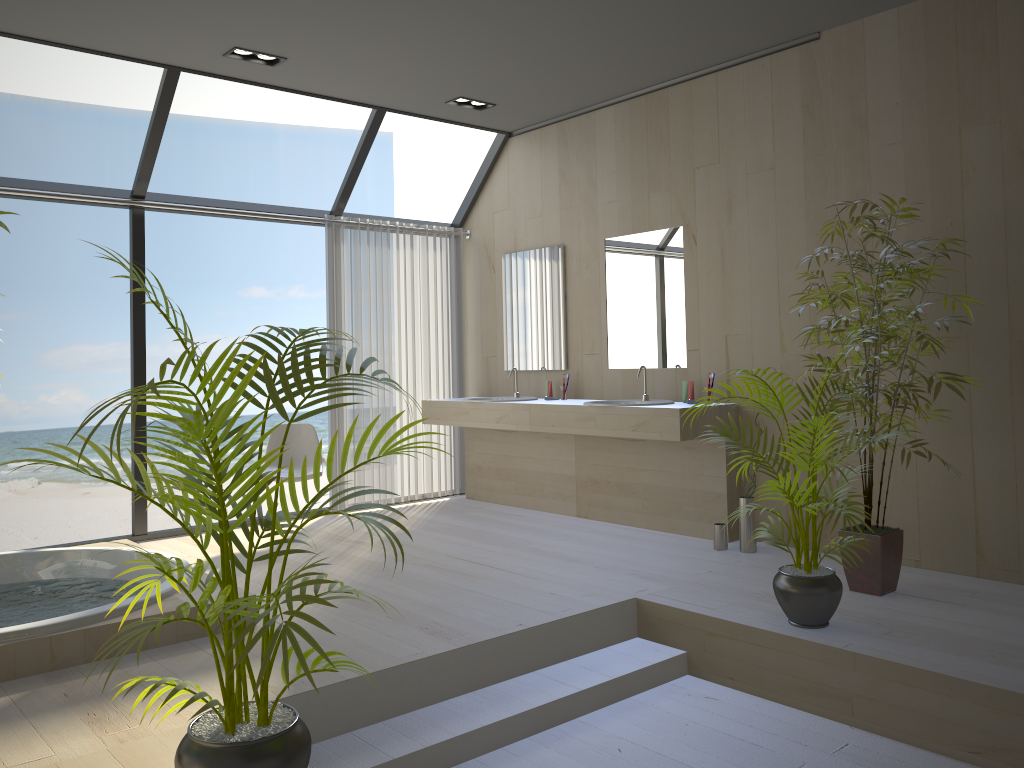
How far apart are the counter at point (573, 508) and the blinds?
0.1 meters

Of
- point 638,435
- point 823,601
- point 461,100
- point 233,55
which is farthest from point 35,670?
point 461,100

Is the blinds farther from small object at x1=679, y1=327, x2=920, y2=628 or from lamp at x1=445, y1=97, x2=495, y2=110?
small object at x1=679, y1=327, x2=920, y2=628

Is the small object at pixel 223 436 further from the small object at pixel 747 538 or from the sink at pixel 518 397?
the sink at pixel 518 397

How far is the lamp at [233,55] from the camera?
4.8 meters

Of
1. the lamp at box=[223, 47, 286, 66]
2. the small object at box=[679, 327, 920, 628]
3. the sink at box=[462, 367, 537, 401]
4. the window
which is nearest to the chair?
the window

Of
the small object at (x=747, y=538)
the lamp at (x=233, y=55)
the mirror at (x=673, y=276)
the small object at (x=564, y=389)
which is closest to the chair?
the small object at (x=564, y=389)

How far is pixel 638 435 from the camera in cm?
498

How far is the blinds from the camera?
6.3m

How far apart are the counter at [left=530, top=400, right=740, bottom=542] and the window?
2.0m
